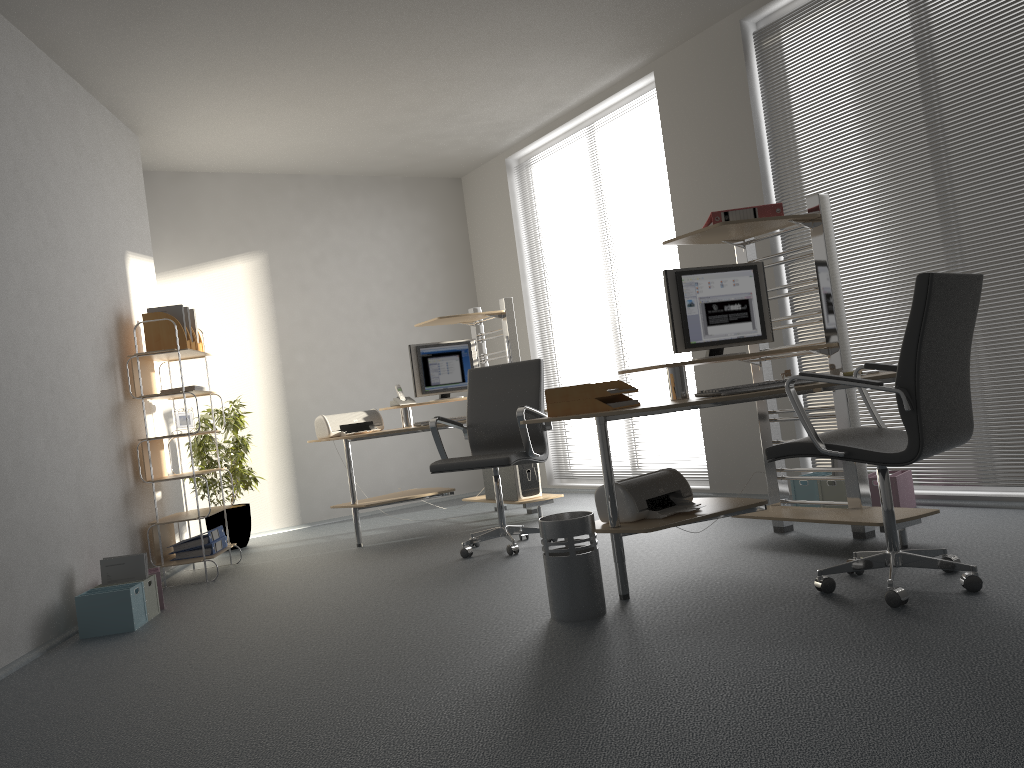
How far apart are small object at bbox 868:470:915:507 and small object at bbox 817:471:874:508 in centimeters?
16cm

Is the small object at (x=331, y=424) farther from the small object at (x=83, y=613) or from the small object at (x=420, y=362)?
the small object at (x=83, y=613)

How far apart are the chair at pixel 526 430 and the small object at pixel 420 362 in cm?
99

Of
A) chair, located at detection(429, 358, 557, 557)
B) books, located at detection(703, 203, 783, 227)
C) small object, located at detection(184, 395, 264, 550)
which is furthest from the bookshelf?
books, located at detection(703, 203, 783, 227)

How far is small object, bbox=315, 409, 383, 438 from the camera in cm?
591

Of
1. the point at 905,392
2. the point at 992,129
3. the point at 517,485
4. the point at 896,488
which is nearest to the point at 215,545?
the point at 517,485

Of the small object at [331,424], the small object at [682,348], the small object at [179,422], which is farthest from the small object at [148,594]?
the small object at [682,348]

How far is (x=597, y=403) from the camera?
3.48m

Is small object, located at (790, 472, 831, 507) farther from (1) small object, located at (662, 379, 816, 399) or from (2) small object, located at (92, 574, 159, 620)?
(2) small object, located at (92, 574, 159, 620)

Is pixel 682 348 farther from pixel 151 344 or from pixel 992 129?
pixel 151 344
